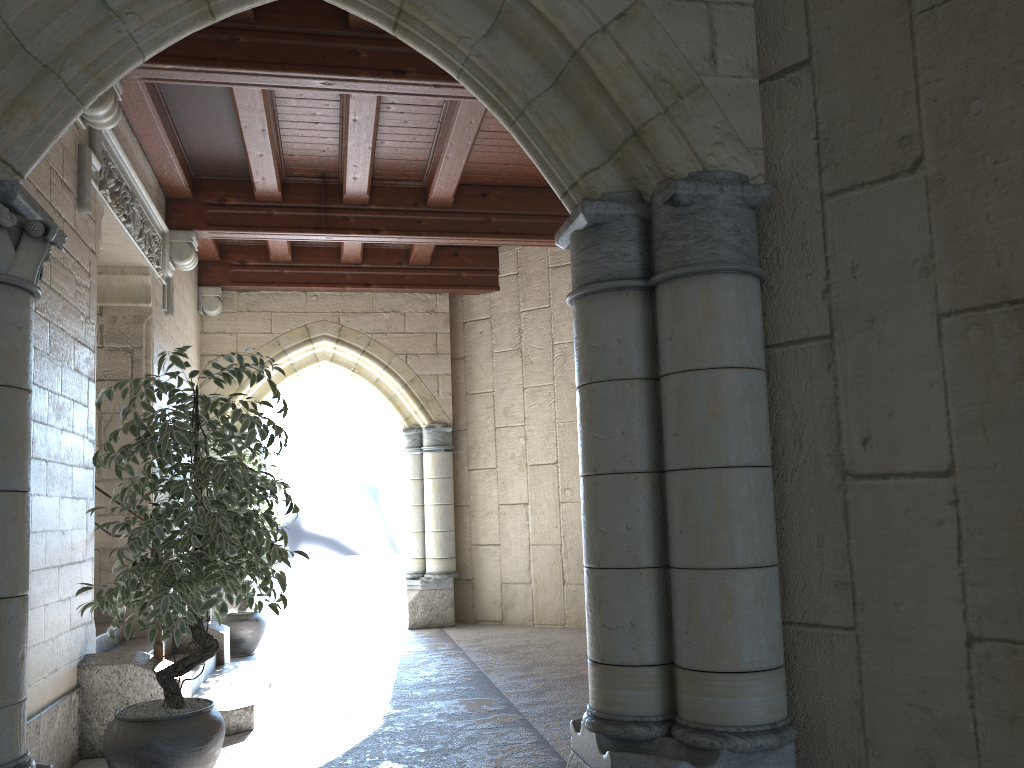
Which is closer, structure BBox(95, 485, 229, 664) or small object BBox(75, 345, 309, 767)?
small object BBox(75, 345, 309, 767)

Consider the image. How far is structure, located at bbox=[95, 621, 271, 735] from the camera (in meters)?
4.04

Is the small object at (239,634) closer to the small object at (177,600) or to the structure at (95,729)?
the structure at (95,729)

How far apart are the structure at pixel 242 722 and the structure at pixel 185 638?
0.1m

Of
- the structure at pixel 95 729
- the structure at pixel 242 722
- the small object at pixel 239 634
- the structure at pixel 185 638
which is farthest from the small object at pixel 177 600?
the small object at pixel 239 634

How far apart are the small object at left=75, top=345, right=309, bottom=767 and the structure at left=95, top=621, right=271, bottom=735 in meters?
0.7 m

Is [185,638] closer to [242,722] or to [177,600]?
[242,722]

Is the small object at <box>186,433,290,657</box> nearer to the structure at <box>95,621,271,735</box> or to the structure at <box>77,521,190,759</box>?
the structure at <box>95,621,271,735</box>

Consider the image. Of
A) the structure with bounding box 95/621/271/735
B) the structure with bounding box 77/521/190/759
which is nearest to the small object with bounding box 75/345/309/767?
the structure with bounding box 77/521/190/759

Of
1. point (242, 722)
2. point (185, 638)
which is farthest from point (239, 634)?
point (242, 722)
